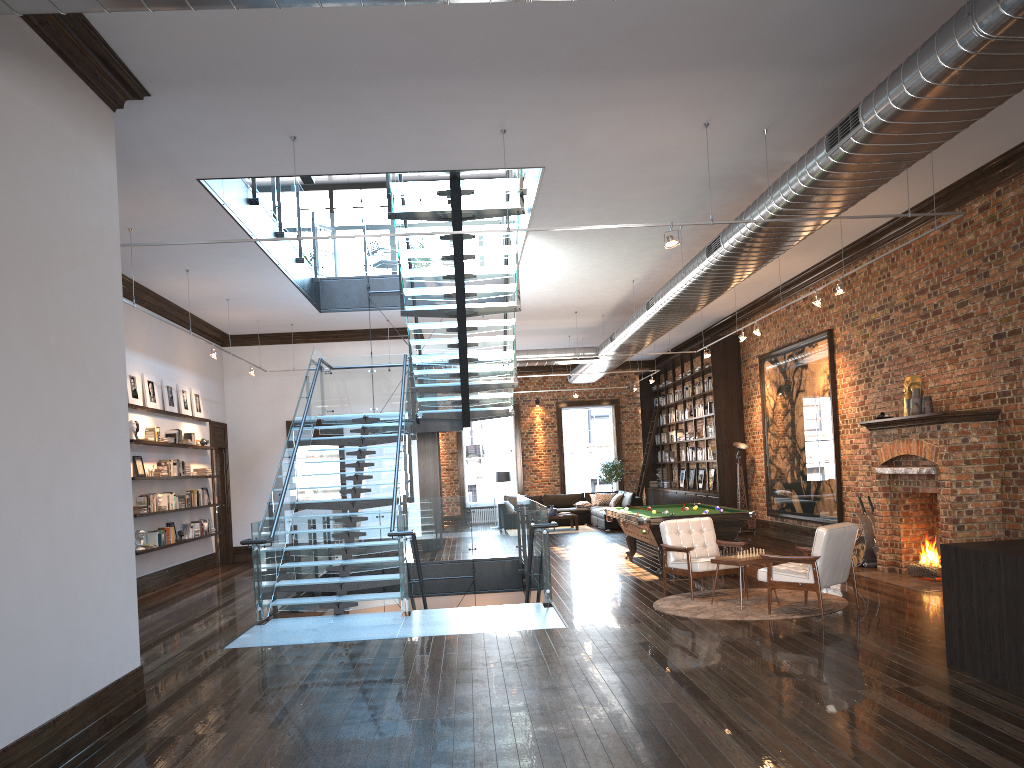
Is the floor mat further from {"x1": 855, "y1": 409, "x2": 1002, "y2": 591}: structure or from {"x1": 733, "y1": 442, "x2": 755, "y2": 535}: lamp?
{"x1": 733, "y1": 442, "x2": 755, "y2": 535}: lamp

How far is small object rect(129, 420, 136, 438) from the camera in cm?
1217

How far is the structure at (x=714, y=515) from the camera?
11.2 meters

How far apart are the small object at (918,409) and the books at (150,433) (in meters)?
10.29

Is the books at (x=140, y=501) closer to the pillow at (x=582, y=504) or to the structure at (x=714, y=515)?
the structure at (x=714, y=515)

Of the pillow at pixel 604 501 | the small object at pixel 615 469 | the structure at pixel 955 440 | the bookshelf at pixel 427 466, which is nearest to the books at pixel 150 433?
the bookshelf at pixel 427 466

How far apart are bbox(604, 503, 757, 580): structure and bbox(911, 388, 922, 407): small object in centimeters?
235cm

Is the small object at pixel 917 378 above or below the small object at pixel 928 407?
above

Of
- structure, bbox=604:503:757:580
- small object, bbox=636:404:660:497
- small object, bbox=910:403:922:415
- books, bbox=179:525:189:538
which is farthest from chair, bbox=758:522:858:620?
small object, bbox=636:404:660:497

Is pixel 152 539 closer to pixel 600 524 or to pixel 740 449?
pixel 740 449
